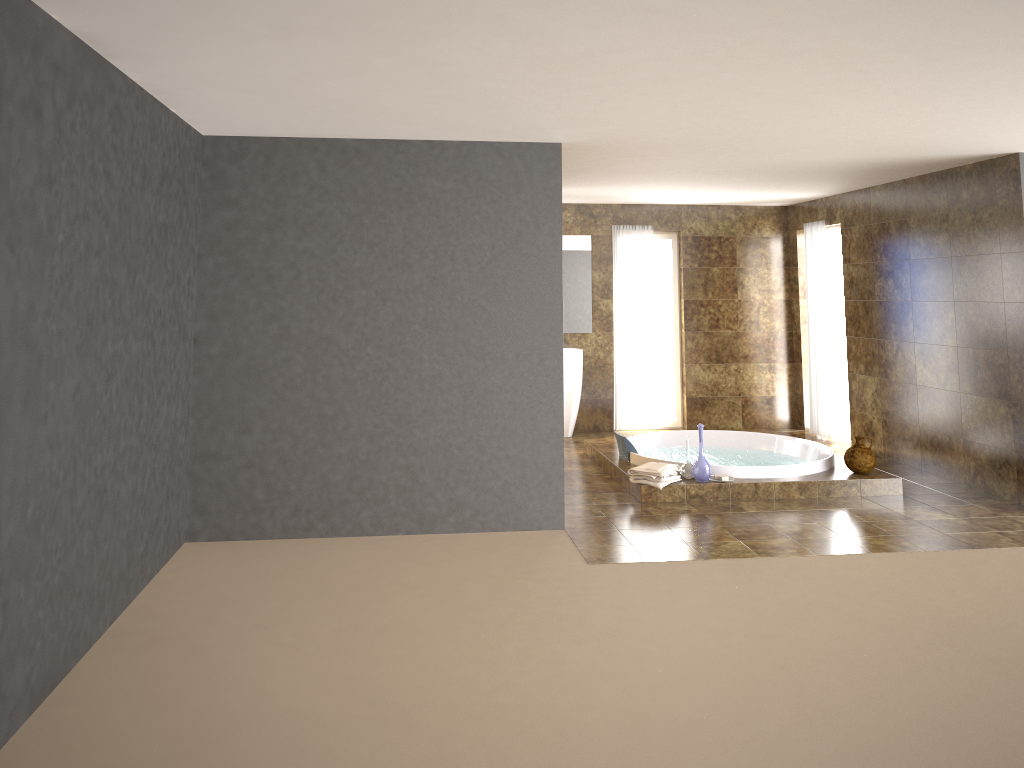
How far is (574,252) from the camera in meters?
9.5 m

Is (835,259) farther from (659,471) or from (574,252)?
(659,471)

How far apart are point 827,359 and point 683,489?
3.4 meters

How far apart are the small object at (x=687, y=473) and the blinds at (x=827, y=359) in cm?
306

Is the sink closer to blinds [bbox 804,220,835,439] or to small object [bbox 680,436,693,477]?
blinds [bbox 804,220,835,439]

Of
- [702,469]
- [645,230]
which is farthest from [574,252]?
[702,469]

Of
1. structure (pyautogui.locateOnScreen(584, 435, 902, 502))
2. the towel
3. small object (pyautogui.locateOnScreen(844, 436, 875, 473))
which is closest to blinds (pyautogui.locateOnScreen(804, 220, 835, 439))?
structure (pyautogui.locateOnScreen(584, 435, 902, 502))

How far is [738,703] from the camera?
3.5 meters

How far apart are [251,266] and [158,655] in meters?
2.5 m

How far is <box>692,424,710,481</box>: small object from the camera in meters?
6.6
